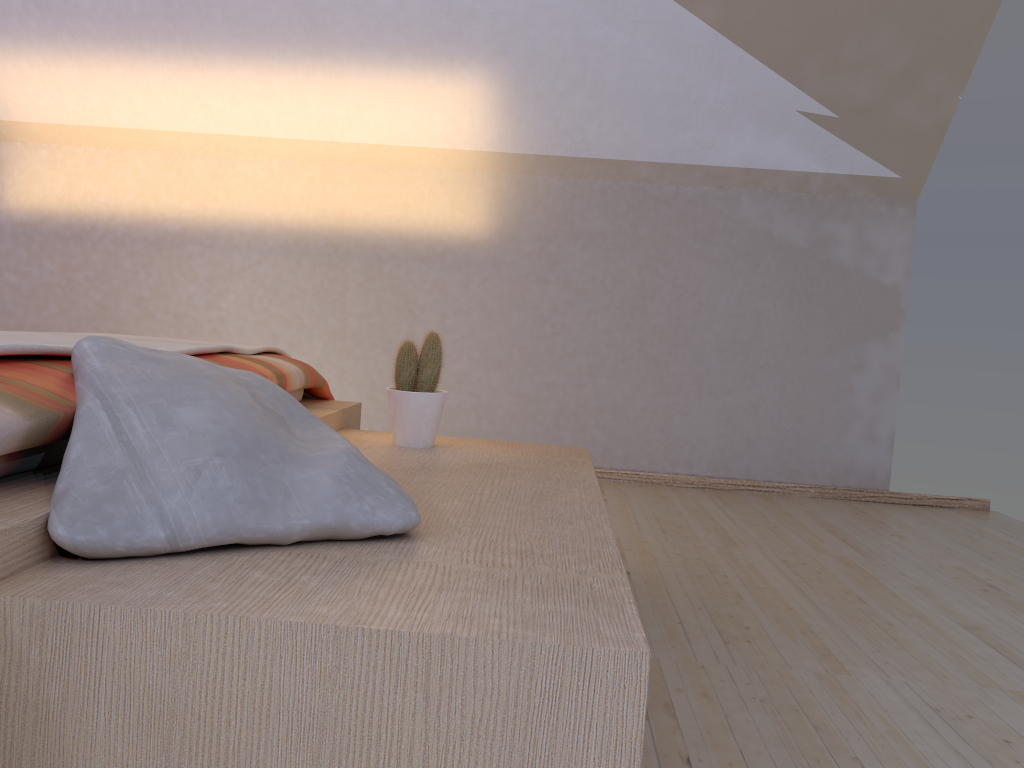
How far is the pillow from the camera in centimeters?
99cm

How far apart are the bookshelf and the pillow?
0.01m

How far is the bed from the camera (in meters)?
0.94

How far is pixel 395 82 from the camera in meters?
3.4 m

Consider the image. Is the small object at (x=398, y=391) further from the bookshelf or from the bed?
the bed

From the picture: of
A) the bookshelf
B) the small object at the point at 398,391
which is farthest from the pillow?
the small object at the point at 398,391

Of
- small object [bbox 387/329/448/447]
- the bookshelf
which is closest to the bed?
the bookshelf

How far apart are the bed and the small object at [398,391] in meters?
0.2 m

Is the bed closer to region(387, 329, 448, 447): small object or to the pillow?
the pillow

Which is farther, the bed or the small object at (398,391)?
the small object at (398,391)
